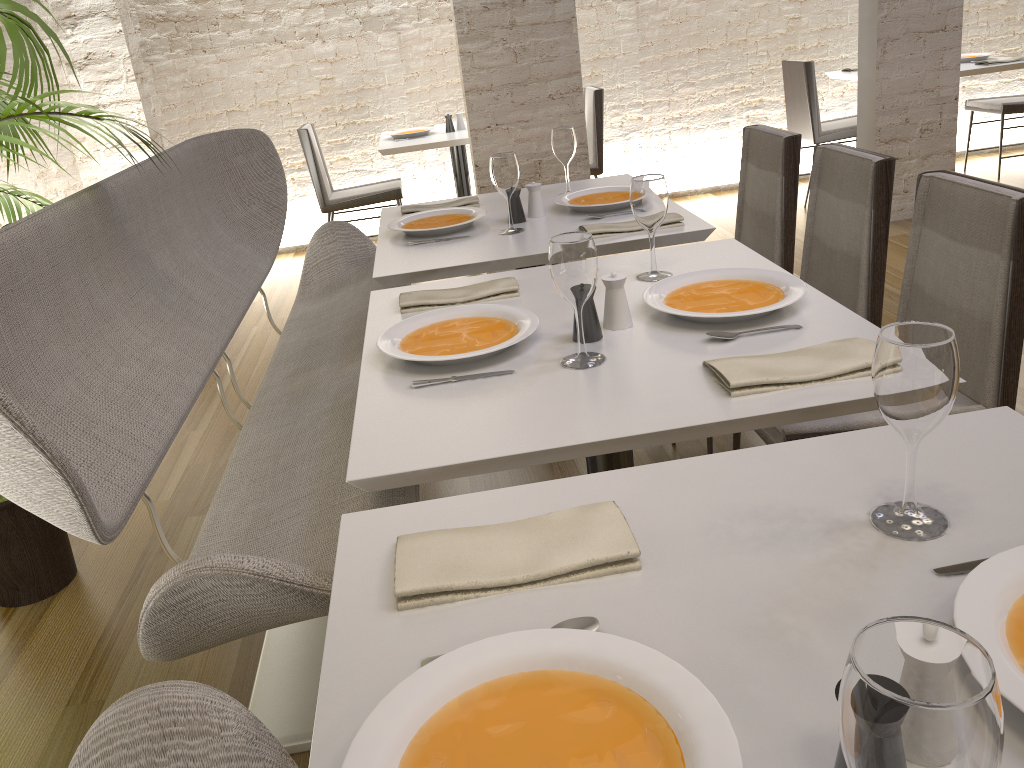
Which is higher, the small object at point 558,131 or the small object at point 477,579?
the small object at point 558,131

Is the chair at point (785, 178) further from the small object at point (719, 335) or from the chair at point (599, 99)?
the chair at point (599, 99)

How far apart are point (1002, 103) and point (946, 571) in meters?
5.8

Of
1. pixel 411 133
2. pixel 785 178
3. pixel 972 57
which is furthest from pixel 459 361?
pixel 972 57

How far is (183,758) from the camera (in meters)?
0.99

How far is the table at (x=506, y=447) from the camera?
1.3 meters

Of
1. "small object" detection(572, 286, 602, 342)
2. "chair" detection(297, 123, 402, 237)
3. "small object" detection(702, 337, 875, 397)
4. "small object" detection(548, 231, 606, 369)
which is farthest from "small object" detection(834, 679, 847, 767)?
"chair" detection(297, 123, 402, 237)

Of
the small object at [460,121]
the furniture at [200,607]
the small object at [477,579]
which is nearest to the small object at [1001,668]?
the small object at [477,579]

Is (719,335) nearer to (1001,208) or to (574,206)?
(1001,208)

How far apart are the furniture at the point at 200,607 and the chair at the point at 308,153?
1.88m
